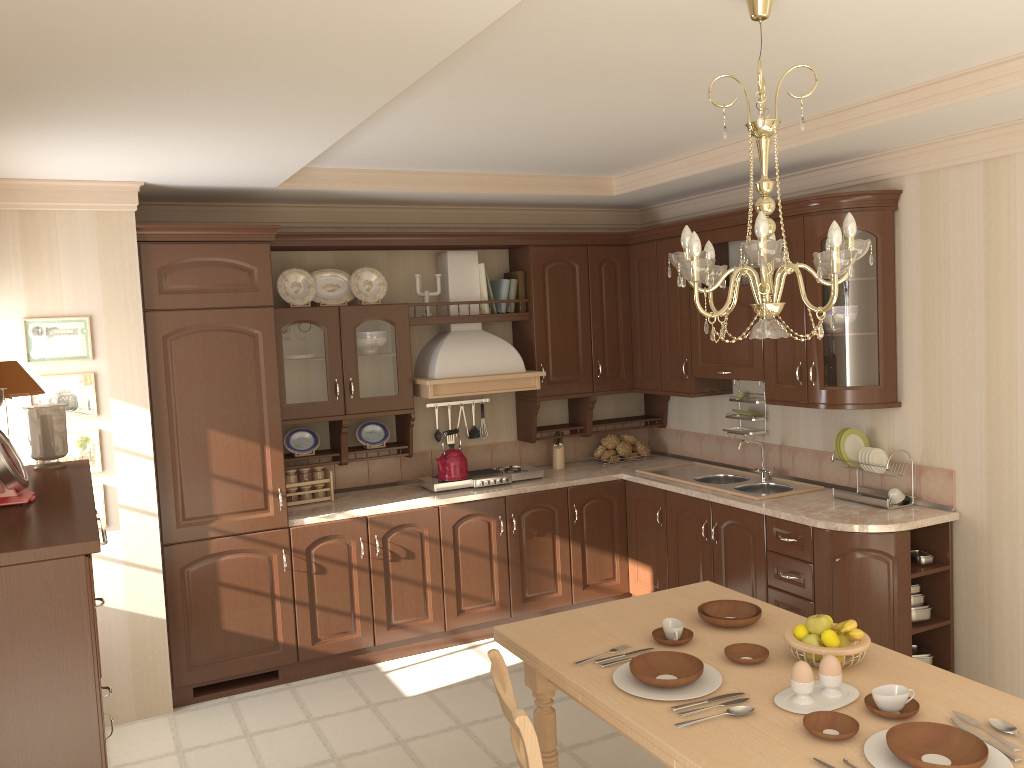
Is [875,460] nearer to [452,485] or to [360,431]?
[452,485]

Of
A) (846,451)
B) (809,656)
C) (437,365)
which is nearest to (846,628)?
(809,656)

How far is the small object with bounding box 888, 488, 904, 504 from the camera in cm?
417

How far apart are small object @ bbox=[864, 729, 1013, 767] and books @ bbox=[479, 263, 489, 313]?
3.7m

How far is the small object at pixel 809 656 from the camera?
2.5 meters

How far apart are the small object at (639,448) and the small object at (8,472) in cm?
394

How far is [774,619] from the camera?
2.9m

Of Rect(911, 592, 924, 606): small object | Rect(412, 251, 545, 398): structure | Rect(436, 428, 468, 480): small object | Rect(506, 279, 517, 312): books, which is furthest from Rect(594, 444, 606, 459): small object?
Rect(911, 592, 924, 606): small object

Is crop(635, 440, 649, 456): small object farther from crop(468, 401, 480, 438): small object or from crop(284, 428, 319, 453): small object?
crop(284, 428, 319, 453): small object

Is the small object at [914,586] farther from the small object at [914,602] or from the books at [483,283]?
the books at [483,283]
